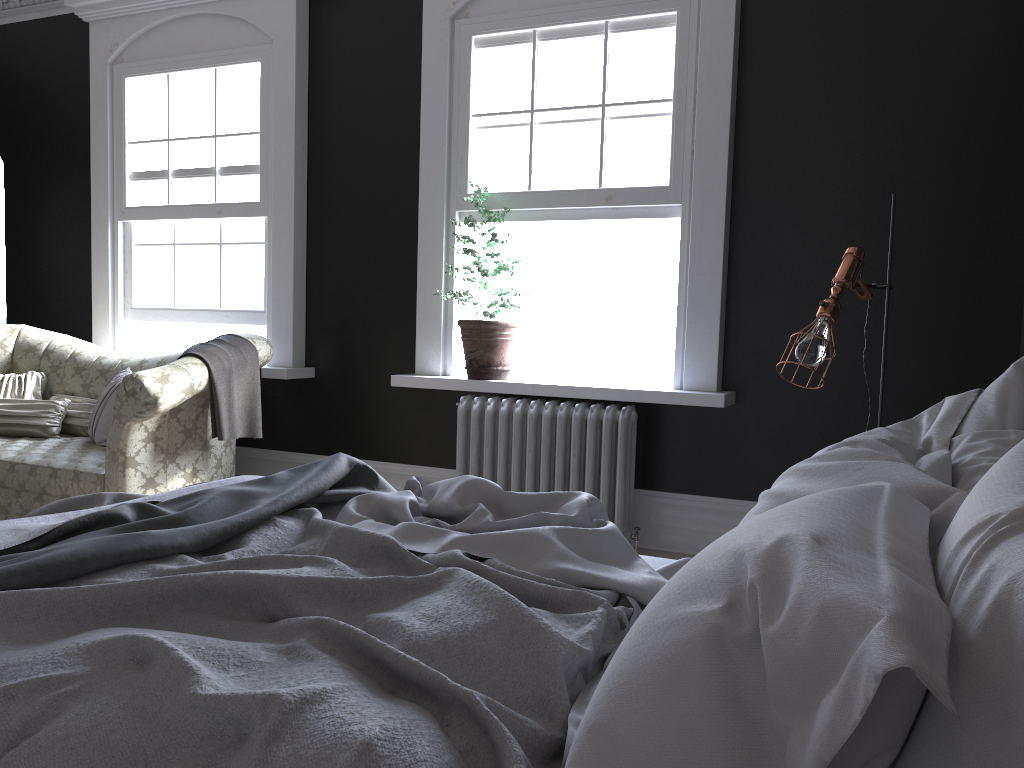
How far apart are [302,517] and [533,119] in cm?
337

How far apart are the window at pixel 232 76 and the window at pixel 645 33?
1.63m

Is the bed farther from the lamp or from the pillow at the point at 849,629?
the lamp

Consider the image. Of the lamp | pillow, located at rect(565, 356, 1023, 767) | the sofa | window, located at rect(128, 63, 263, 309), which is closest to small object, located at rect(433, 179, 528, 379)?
the sofa

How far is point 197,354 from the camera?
4.6m

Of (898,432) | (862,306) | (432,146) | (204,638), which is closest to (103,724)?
(204,638)

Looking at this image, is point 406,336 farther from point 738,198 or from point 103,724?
point 103,724

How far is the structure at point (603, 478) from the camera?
4.7m

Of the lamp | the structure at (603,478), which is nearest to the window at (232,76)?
the structure at (603,478)

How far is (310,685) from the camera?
1.25m
